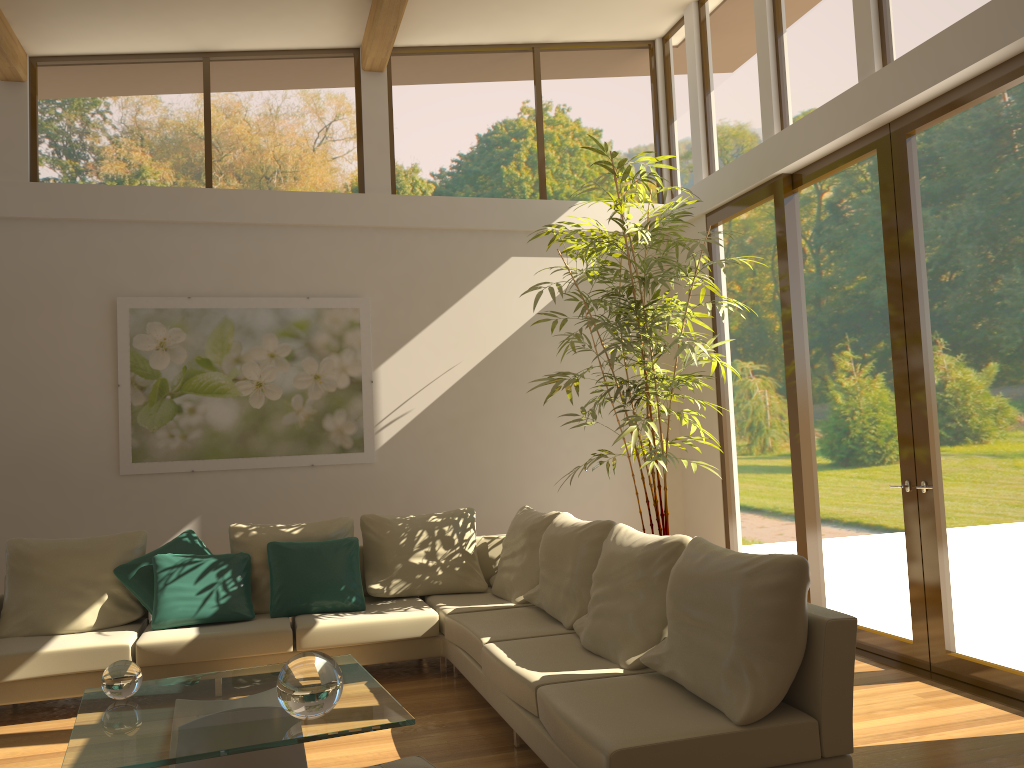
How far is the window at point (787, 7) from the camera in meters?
6.0 m

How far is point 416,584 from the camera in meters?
5.9 m

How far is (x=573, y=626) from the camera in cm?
455

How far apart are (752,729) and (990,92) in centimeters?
338cm

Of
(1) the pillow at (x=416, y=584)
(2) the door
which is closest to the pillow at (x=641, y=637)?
(1) the pillow at (x=416, y=584)

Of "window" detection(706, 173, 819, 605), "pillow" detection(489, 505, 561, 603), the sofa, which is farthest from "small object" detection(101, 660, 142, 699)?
"window" detection(706, 173, 819, 605)

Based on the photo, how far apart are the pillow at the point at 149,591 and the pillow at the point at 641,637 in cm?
259

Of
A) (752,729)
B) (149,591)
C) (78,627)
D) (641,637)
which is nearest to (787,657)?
(752,729)

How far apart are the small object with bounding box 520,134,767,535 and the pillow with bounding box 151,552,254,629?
2.2 meters

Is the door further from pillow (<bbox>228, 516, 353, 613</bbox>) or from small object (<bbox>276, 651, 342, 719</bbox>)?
small object (<bbox>276, 651, 342, 719</bbox>)
